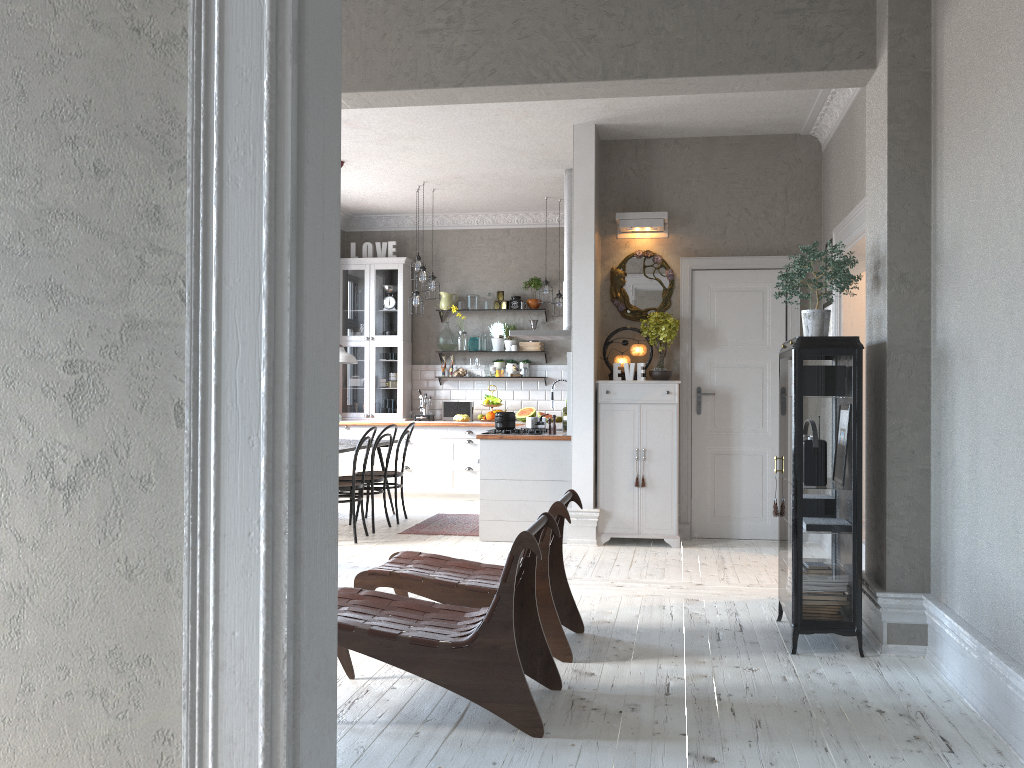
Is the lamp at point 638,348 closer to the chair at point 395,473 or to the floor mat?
the floor mat

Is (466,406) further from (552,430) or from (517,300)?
(552,430)

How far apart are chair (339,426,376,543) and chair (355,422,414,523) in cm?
83

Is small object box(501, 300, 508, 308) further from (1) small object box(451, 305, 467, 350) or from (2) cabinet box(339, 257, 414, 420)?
(2) cabinet box(339, 257, 414, 420)

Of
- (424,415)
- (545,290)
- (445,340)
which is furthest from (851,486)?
(445,340)

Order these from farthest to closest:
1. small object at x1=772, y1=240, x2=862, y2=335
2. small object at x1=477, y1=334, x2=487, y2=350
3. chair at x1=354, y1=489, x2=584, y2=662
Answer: small object at x1=477, y1=334, x2=487, y2=350 < small object at x1=772, y1=240, x2=862, y2=335 < chair at x1=354, y1=489, x2=584, y2=662

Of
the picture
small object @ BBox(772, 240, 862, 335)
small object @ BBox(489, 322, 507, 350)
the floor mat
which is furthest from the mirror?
small object @ BBox(489, 322, 507, 350)

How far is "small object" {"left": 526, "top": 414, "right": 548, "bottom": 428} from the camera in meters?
7.5

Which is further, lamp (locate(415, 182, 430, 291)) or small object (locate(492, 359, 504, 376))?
small object (locate(492, 359, 504, 376))

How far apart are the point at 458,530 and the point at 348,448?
1.2 meters
